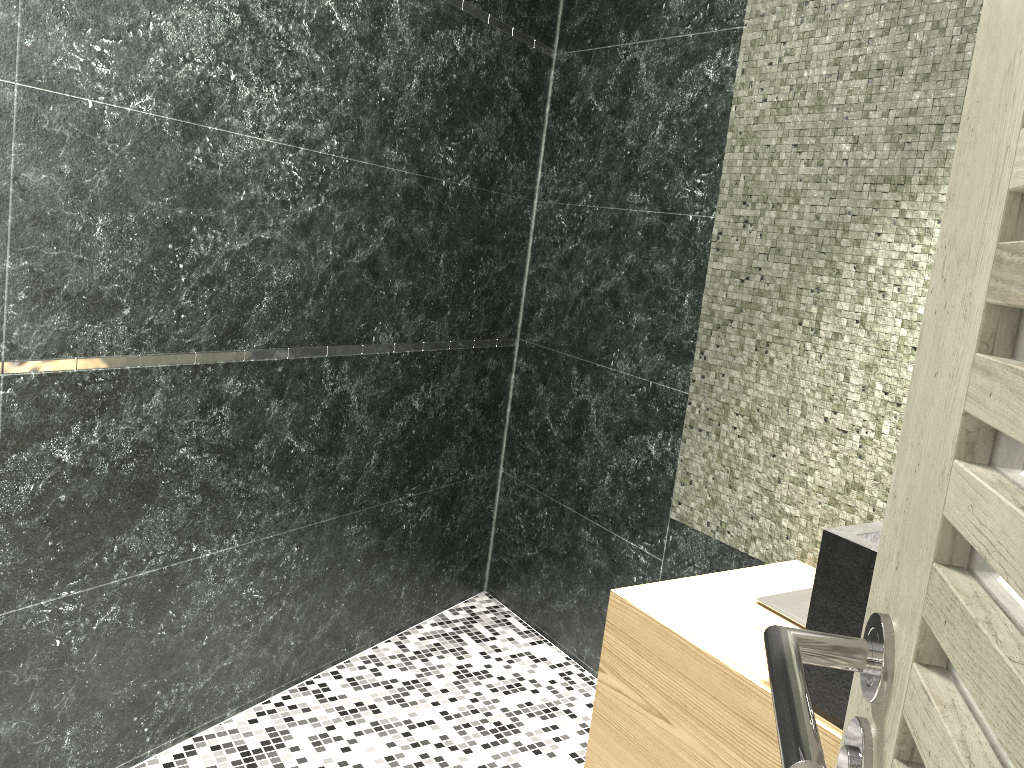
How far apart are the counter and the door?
0.8 meters

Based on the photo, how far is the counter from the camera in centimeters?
147cm

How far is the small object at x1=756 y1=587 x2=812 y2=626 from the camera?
1.9 meters

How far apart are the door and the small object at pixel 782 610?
1.27m

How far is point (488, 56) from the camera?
3.0 meters

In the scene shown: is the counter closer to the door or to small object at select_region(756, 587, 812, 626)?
small object at select_region(756, 587, 812, 626)

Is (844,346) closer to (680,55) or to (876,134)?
(876,134)

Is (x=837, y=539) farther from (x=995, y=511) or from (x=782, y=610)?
(x=995, y=511)

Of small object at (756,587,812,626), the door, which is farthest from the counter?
the door

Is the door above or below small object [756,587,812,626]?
above
